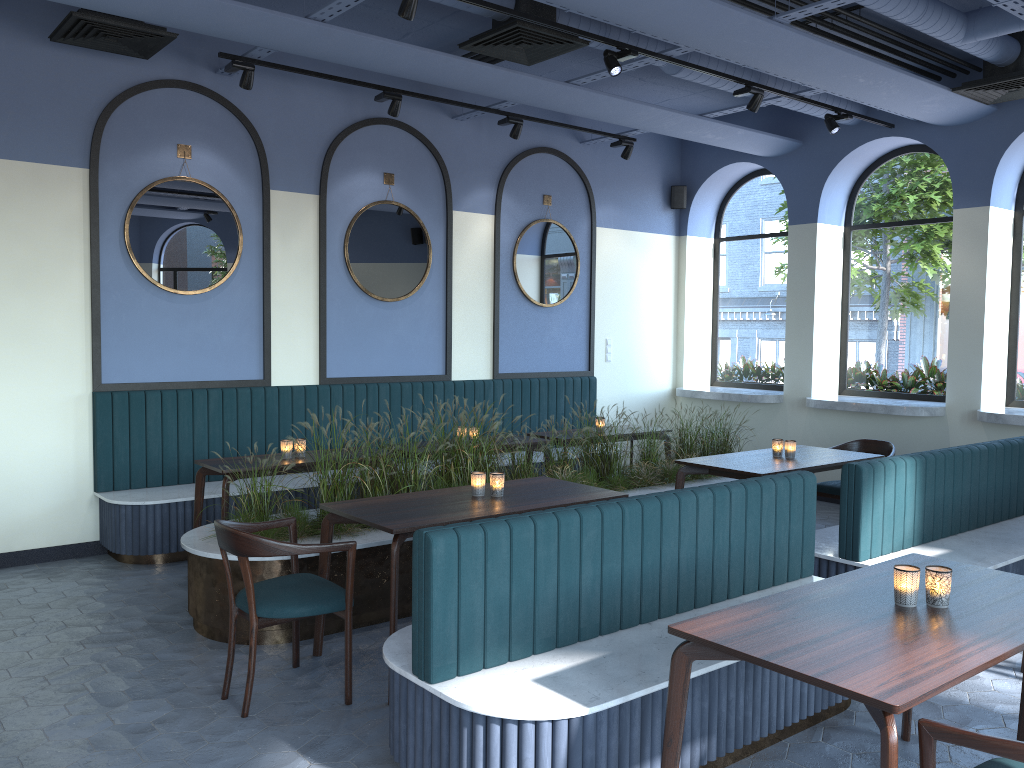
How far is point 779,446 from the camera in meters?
6.1

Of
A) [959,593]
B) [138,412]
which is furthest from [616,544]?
[138,412]

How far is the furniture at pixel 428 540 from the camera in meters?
2.9 m

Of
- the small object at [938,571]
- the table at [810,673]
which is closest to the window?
the table at [810,673]

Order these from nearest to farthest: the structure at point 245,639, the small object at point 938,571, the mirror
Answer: the small object at point 938,571 → the structure at point 245,639 → the mirror

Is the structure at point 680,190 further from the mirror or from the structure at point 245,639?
the structure at point 245,639

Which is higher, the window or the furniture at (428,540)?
the window

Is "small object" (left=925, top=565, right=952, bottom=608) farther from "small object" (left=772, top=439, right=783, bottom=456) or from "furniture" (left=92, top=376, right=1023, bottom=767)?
"small object" (left=772, top=439, right=783, bottom=456)

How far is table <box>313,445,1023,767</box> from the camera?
2.23m

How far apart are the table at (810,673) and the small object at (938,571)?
0.02m
